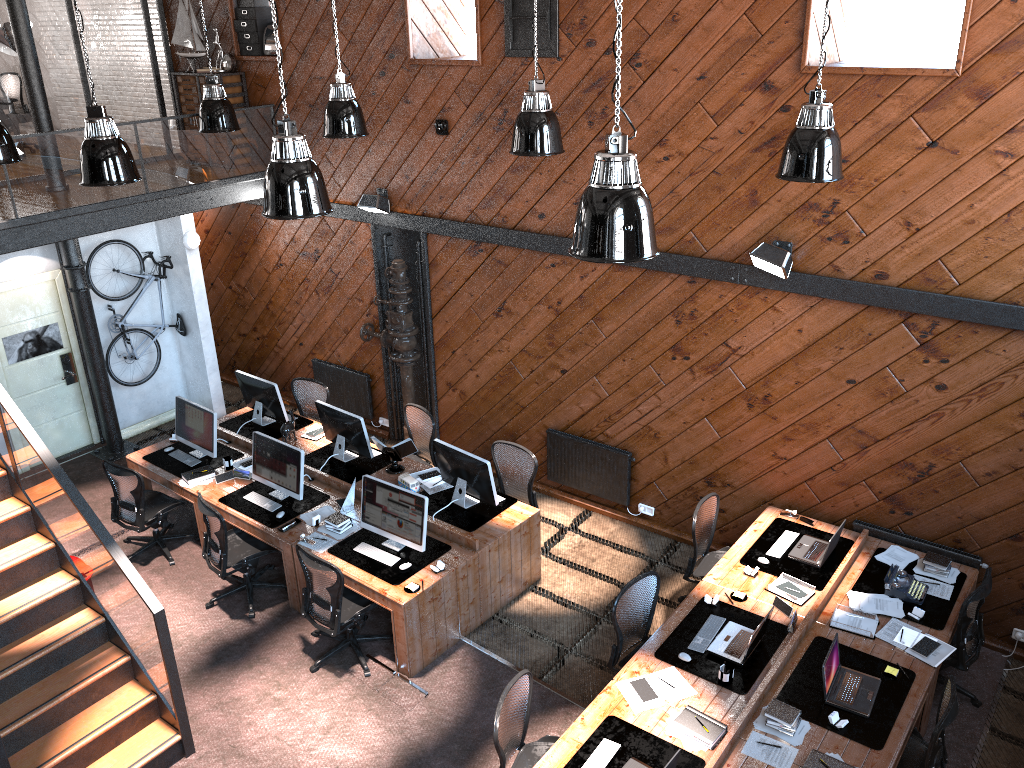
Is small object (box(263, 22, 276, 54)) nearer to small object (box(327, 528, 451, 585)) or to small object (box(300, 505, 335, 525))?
small object (box(300, 505, 335, 525))

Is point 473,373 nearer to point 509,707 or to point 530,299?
point 530,299

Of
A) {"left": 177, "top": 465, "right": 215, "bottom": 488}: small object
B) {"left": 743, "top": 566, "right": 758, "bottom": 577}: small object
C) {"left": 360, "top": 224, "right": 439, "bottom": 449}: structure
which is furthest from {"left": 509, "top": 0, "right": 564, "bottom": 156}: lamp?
{"left": 177, "top": 465, "right": 215, "bottom": 488}: small object

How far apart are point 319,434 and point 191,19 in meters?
5.2 m

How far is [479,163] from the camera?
8.9m

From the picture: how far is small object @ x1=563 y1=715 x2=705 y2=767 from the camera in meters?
5.3

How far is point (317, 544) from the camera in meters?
7.6 m

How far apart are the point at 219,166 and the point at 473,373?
3.72m

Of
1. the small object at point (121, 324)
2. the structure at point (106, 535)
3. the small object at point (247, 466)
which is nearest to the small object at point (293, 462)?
the small object at point (247, 466)

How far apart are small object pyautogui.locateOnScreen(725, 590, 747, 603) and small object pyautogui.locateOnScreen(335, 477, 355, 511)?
3.47m
